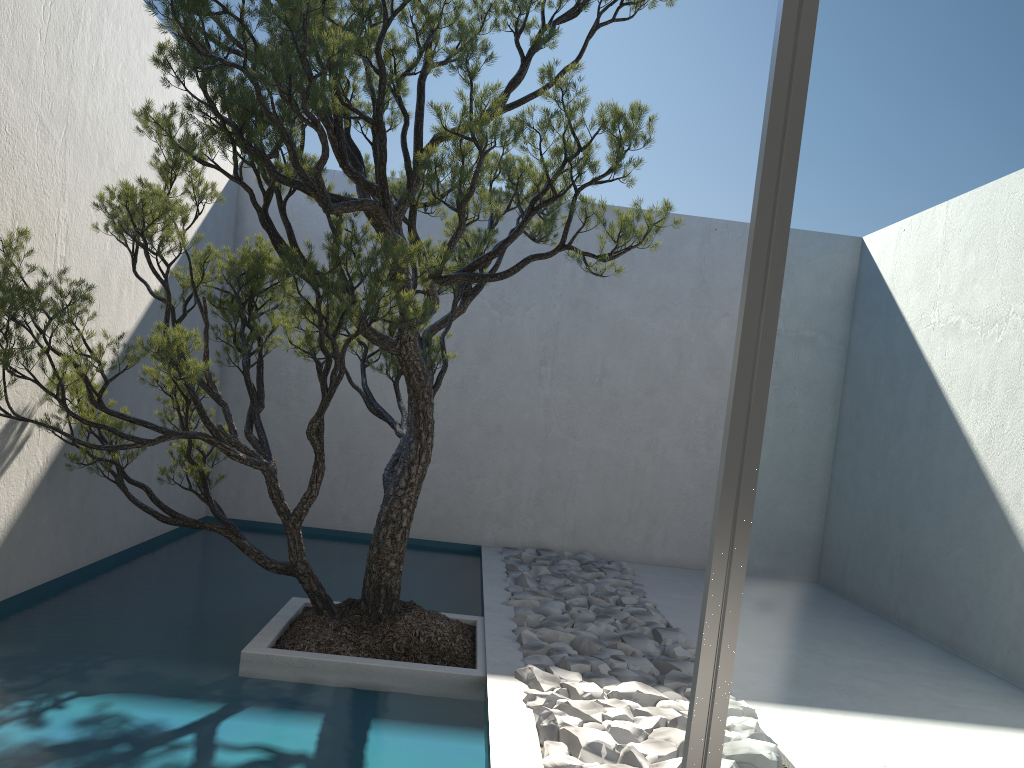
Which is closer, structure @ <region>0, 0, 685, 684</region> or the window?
the window

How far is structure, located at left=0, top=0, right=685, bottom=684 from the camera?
2.98m

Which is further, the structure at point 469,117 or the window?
the structure at point 469,117

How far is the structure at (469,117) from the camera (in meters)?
2.98

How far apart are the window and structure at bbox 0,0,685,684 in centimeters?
181cm

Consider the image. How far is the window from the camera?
1.1 meters

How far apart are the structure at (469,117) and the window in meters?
1.8
